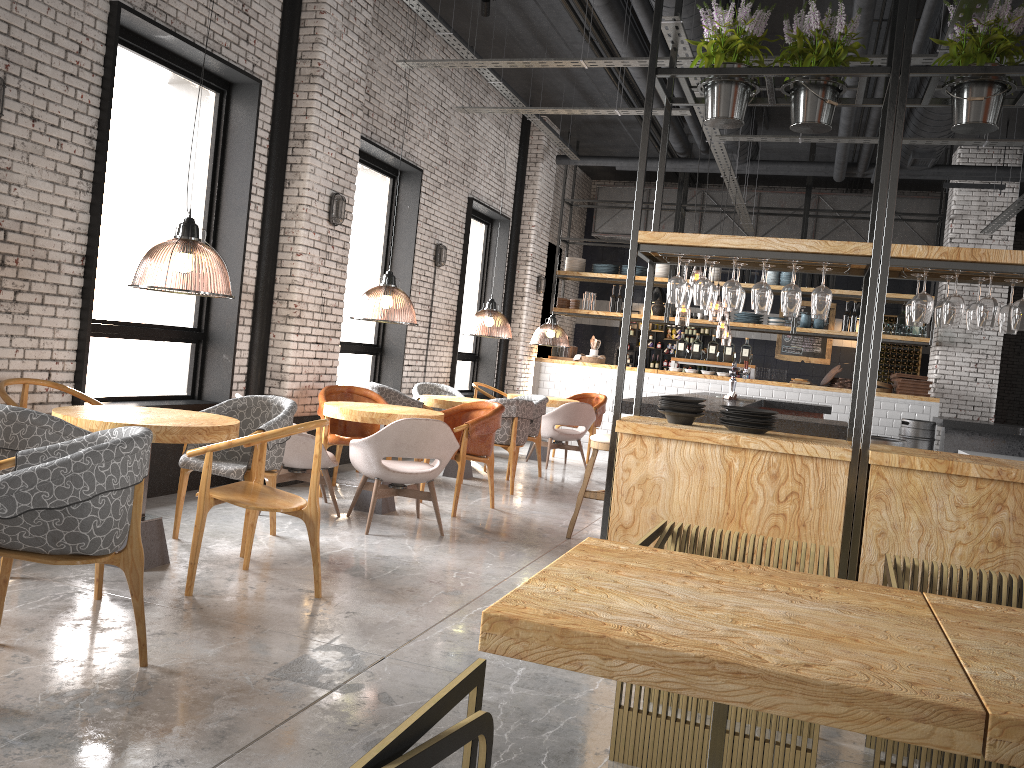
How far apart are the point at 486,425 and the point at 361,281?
3.5 meters

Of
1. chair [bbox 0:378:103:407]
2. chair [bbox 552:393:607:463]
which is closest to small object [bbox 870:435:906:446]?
chair [bbox 0:378:103:407]

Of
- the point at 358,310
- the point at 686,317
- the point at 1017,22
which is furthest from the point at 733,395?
the point at 686,317

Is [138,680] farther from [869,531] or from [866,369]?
[866,369]

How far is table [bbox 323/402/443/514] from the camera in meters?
6.5 m

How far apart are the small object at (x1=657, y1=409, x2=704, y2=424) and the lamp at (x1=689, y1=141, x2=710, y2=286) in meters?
7.0

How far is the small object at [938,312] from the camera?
4.5 meters

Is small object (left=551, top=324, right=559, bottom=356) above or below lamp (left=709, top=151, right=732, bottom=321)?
below

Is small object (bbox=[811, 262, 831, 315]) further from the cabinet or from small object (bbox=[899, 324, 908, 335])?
the cabinet

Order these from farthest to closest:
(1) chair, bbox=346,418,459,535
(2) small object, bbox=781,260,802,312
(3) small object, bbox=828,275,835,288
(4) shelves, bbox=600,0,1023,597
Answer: (3) small object, bbox=828,275,835,288
(1) chair, bbox=346,418,459,535
(2) small object, bbox=781,260,802,312
(4) shelves, bbox=600,0,1023,597
